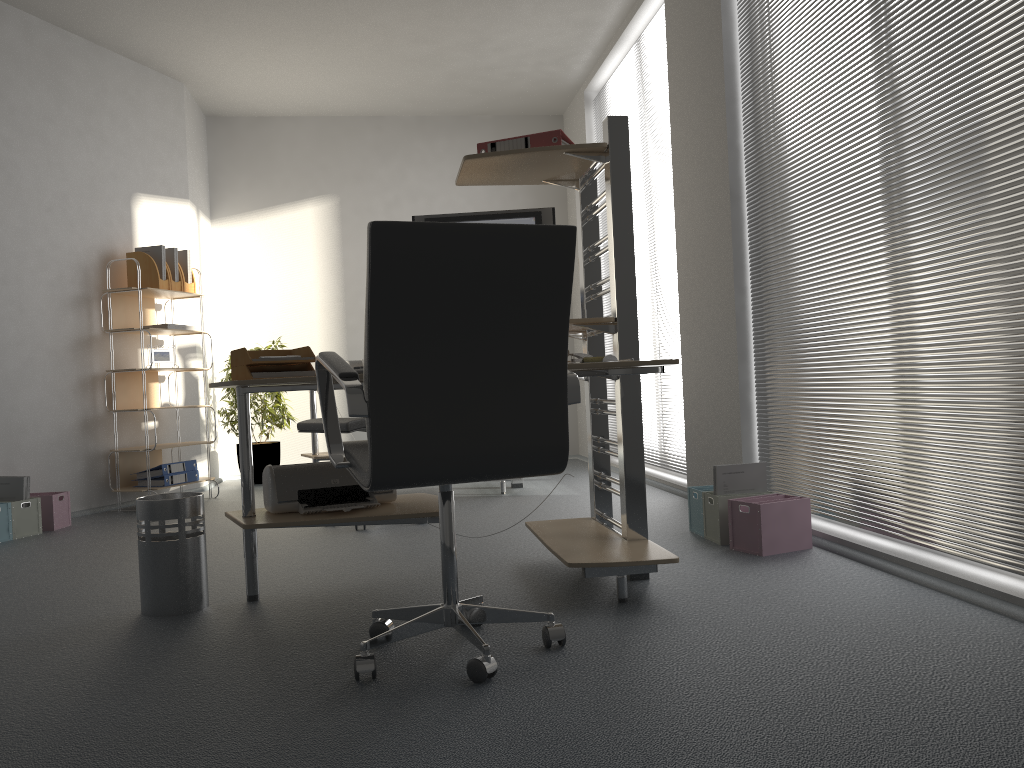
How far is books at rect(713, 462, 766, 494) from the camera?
3.57m

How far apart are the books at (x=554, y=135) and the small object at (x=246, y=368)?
0.98m

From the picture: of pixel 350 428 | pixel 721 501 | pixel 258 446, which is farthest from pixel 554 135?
pixel 258 446

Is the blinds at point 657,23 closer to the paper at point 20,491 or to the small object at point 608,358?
the small object at point 608,358

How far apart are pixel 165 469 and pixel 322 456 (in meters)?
1.01

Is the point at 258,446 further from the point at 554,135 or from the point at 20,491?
the point at 554,135

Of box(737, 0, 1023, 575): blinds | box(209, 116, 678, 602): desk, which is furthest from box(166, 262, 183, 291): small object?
box(737, 0, 1023, 575): blinds

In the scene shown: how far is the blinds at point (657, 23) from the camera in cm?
529

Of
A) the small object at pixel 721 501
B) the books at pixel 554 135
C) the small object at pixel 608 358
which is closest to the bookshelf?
the books at pixel 554 135

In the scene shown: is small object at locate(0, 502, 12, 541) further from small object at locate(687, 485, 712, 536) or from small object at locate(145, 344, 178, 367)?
small object at locate(687, 485, 712, 536)
